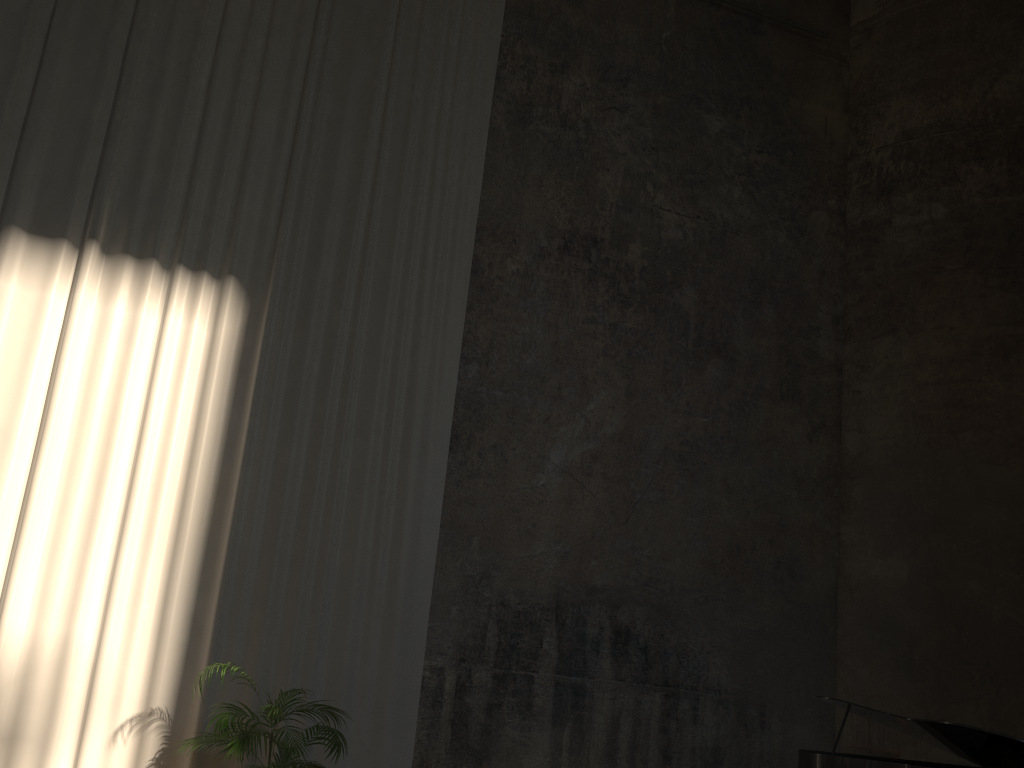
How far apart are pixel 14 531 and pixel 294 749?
2.6m

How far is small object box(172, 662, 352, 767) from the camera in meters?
5.4

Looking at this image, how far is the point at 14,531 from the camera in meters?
6.2 m

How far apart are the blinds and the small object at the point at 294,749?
0.32m

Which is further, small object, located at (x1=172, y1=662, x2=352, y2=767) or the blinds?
the blinds

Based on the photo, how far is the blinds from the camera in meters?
→ 6.2

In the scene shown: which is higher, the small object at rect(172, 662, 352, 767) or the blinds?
the blinds

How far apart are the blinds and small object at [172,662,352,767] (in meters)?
0.32

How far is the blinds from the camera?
6.2 meters
